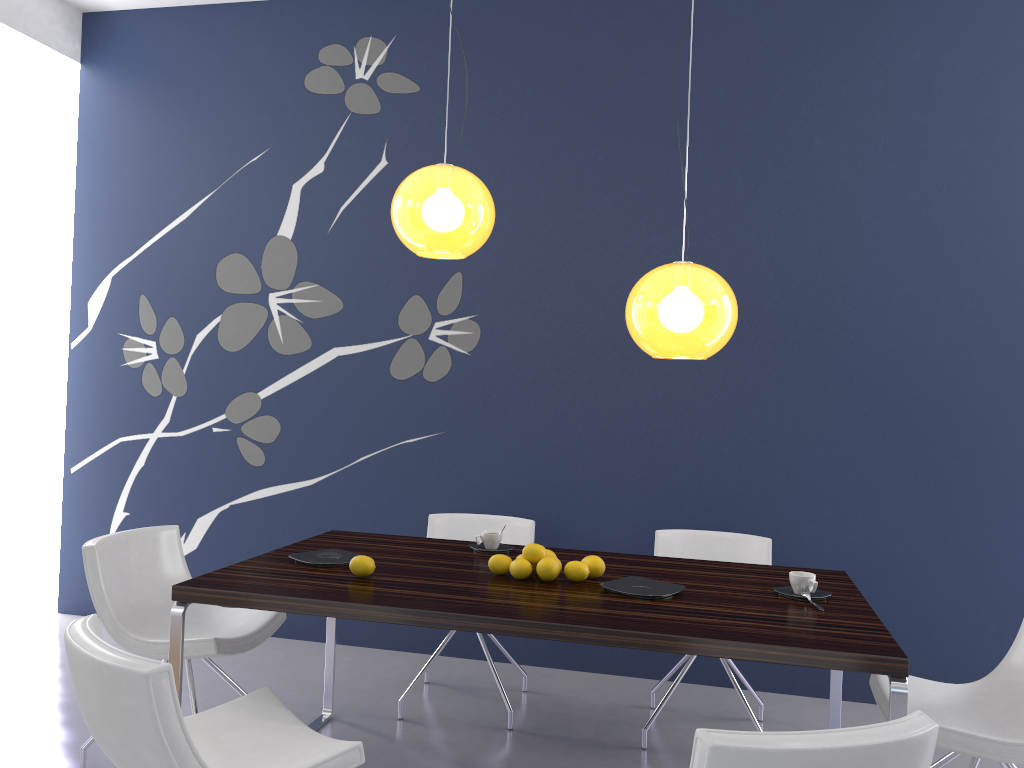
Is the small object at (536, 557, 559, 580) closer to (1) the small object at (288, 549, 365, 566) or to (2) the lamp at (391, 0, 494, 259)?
(1) the small object at (288, 549, 365, 566)

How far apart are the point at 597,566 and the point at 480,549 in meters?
0.6 m

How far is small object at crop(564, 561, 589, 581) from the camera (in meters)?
2.88

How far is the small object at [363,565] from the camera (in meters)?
2.83

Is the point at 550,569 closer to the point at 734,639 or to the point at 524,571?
the point at 524,571

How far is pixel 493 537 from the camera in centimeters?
336cm

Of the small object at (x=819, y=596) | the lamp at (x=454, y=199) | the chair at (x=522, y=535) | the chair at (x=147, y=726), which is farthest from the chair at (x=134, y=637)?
the small object at (x=819, y=596)

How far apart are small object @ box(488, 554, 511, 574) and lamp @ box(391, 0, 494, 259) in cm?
103

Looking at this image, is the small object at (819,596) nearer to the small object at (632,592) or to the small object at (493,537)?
the small object at (632,592)

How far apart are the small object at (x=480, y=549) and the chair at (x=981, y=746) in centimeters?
133cm
